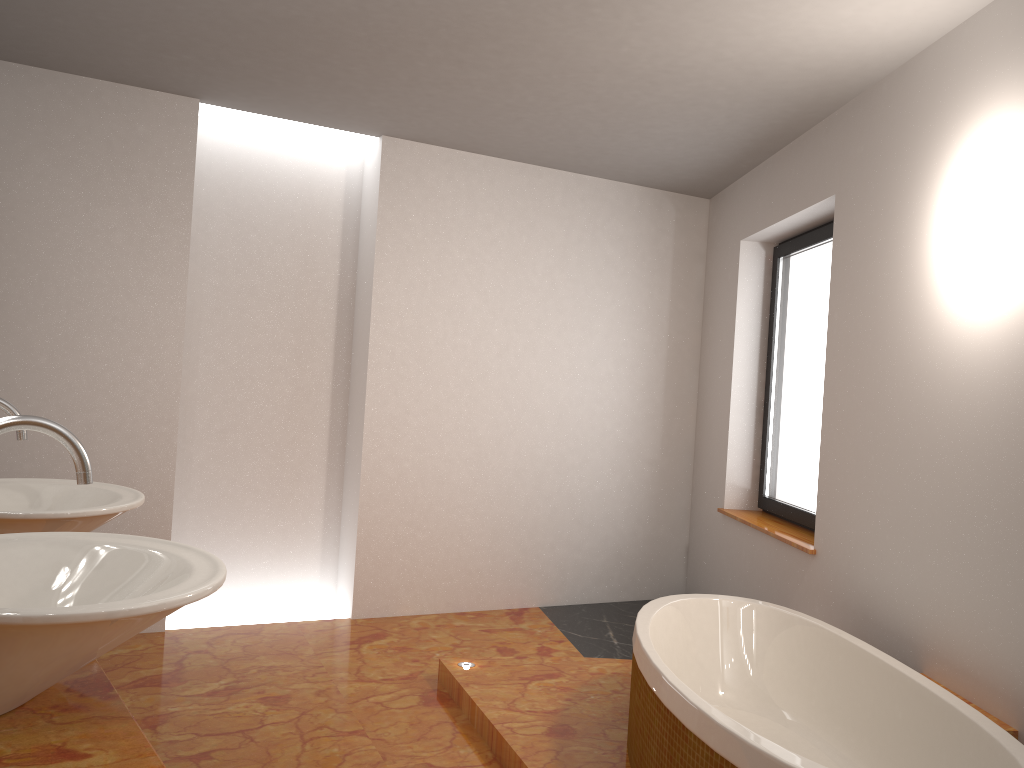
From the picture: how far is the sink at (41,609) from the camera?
1.0m

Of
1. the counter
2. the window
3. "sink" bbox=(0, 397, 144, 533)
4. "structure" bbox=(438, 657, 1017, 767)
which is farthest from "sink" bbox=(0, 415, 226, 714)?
the window

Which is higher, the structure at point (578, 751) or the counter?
the counter

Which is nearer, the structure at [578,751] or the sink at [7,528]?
the sink at [7,528]

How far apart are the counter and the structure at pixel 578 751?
1.7m

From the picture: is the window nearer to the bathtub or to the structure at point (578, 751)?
the bathtub

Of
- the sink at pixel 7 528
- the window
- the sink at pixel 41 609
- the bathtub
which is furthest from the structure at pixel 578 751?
the sink at pixel 41 609

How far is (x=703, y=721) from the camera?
2.2 meters

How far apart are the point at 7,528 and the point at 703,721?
1.60m

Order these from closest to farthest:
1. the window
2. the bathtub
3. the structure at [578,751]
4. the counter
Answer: the counter
the bathtub
the structure at [578,751]
the window
